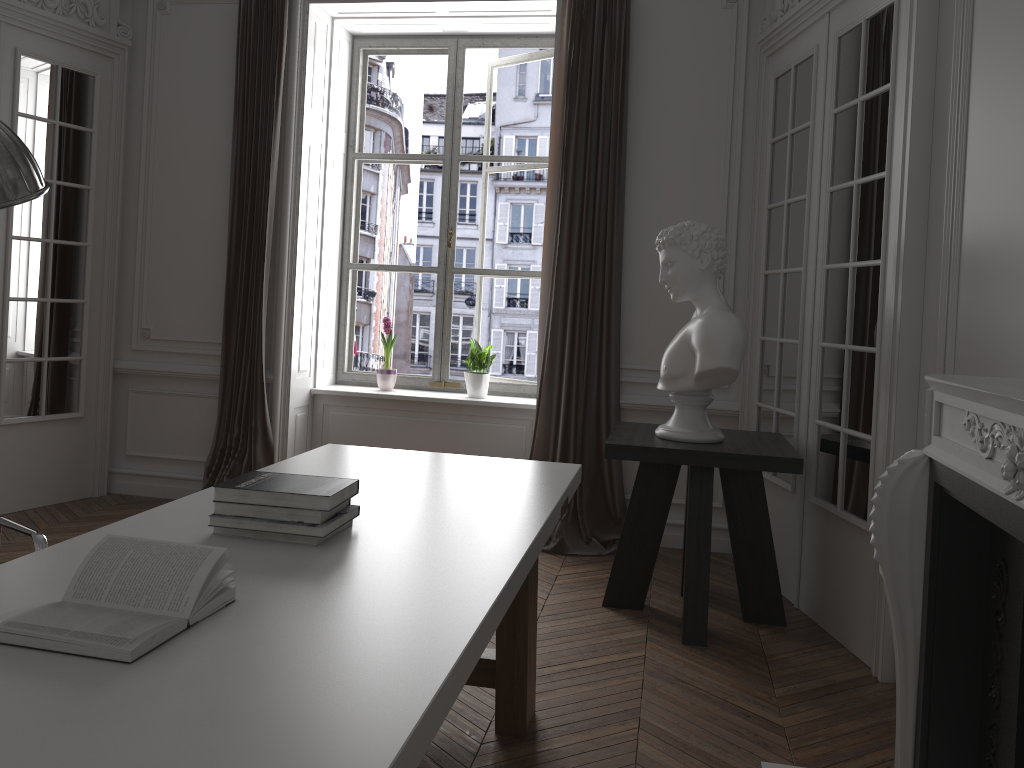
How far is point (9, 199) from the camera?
0.8m

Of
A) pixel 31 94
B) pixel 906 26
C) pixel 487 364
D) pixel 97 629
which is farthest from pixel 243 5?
pixel 97 629

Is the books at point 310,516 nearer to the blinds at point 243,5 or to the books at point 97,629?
the books at point 97,629

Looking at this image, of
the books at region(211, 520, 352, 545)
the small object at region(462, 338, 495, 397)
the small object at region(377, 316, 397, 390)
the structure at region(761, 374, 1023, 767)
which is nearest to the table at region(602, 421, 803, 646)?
the structure at region(761, 374, 1023, 767)

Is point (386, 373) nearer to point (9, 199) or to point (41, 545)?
point (41, 545)

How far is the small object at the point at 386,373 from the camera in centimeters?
562cm

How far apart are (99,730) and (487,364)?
4.5m

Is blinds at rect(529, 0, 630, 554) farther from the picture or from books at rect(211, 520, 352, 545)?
books at rect(211, 520, 352, 545)

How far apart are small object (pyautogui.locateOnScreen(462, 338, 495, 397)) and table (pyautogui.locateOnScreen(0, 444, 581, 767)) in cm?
240

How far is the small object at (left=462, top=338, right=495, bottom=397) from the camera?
5.5 meters
